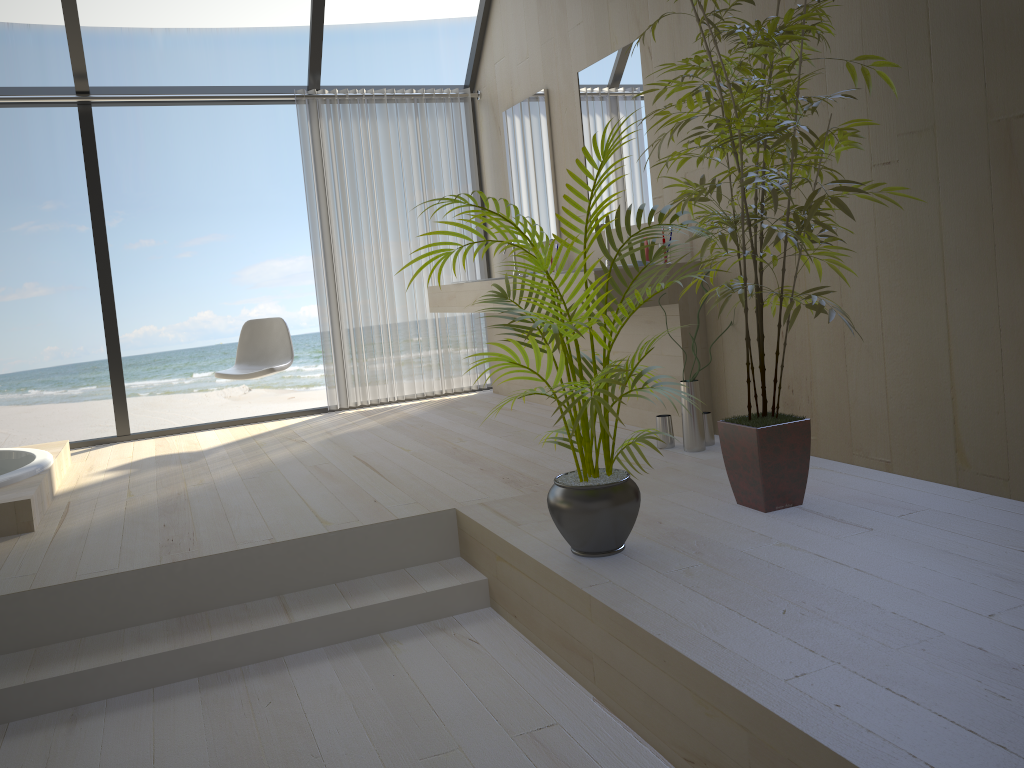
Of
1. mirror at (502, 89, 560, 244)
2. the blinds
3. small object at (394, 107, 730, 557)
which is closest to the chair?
the blinds

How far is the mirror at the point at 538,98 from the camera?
5.1 meters

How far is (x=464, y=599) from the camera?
2.8 meters

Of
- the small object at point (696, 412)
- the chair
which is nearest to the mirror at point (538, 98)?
the chair

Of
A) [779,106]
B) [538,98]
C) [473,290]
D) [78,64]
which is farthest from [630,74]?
[78,64]

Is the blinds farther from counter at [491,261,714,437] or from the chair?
counter at [491,261,714,437]

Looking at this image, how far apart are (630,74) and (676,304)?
1.2 meters

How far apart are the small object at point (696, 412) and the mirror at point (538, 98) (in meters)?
1.75

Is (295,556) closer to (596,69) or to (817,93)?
(817,93)

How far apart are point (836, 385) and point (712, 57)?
1.4 meters
